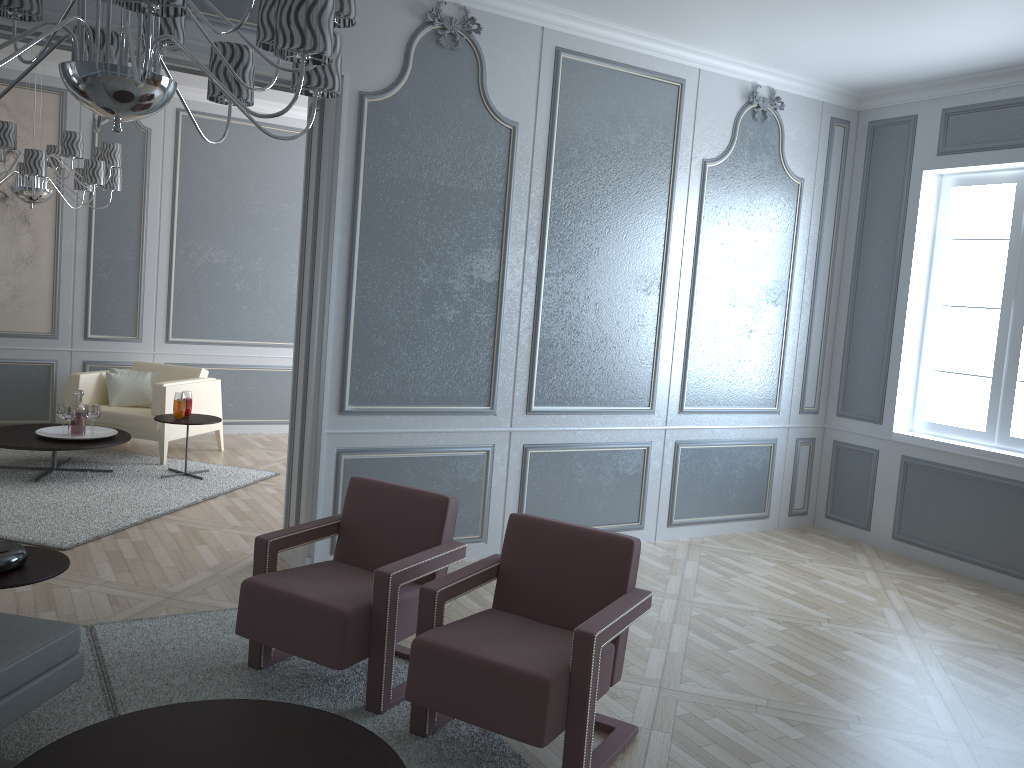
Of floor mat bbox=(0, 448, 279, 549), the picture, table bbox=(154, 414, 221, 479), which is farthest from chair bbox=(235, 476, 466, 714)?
the picture

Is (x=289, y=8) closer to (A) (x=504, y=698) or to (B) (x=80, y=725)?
(A) (x=504, y=698)

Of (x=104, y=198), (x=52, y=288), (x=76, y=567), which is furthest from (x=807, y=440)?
(x=52, y=288)

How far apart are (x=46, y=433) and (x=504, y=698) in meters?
4.3

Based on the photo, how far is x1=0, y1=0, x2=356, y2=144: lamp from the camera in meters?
1.7

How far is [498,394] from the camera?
4.5 meters

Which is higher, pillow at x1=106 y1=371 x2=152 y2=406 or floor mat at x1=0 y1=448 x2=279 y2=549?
pillow at x1=106 y1=371 x2=152 y2=406

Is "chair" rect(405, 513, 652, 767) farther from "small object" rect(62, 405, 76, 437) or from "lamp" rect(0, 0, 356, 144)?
"small object" rect(62, 405, 76, 437)

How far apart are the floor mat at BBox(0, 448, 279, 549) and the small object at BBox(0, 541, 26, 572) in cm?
150

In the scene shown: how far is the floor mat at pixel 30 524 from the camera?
4.43m
